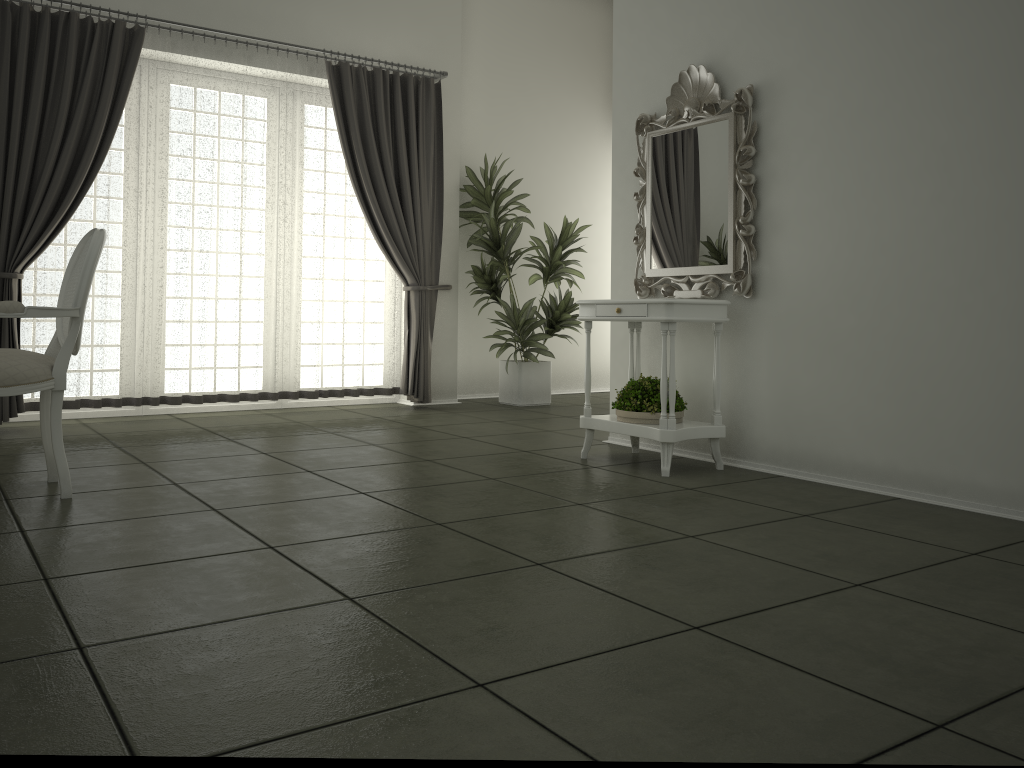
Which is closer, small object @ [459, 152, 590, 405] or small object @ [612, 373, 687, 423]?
small object @ [612, 373, 687, 423]

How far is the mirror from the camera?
4.21m

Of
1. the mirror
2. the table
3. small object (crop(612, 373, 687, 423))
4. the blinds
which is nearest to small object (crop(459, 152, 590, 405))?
the blinds

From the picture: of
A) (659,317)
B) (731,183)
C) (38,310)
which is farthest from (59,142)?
(731,183)

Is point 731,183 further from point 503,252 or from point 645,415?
point 503,252

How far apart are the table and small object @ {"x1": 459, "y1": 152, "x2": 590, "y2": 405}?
2.23m

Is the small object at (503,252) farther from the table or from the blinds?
the table

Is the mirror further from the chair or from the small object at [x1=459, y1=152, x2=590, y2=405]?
the chair

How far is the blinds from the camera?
5.3 meters

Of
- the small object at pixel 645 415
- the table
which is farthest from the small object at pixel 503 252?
the small object at pixel 645 415
